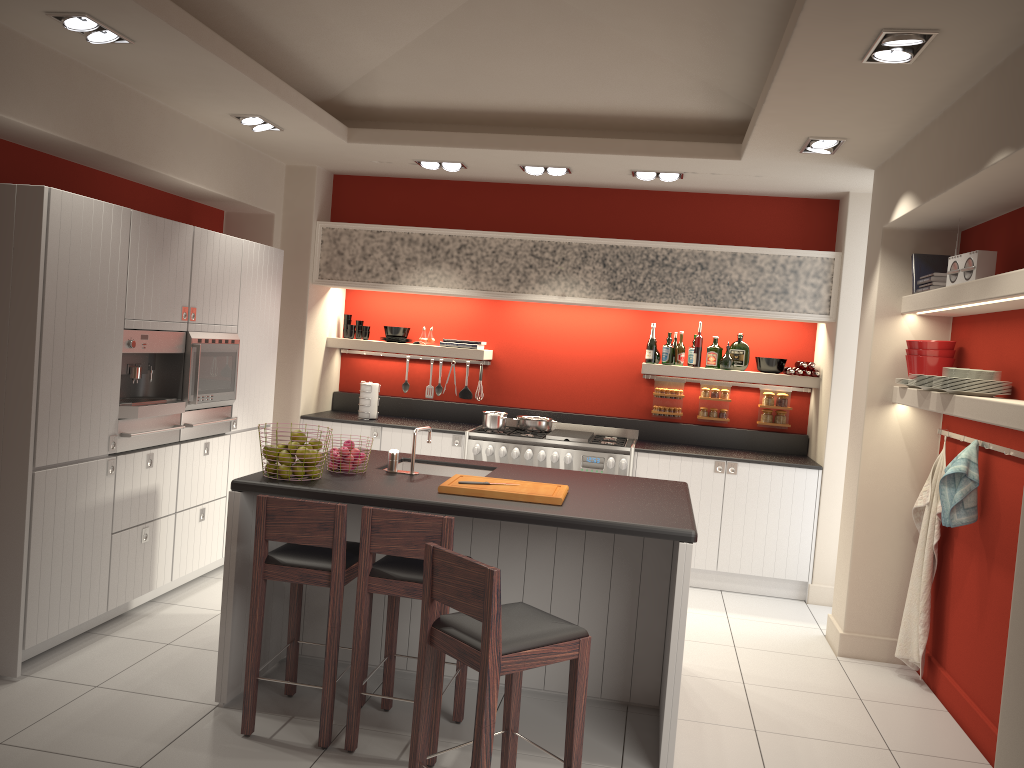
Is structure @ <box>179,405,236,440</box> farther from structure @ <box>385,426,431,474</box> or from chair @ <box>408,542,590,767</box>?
chair @ <box>408,542,590,767</box>

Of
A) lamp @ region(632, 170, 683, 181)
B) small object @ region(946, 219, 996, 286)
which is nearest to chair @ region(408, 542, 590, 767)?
small object @ region(946, 219, 996, 286)

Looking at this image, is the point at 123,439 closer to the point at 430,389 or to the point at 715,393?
the point at 430,389

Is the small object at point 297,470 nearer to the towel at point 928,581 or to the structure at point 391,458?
the structure at point 391,458

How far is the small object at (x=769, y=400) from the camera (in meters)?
7.16

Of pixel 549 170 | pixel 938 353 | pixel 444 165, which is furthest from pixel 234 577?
pixel 938 353

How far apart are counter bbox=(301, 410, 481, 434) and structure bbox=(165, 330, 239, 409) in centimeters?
128cm

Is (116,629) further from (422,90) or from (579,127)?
(579,127)

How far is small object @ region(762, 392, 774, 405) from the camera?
7.16m

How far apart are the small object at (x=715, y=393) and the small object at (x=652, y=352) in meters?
0.6 m
